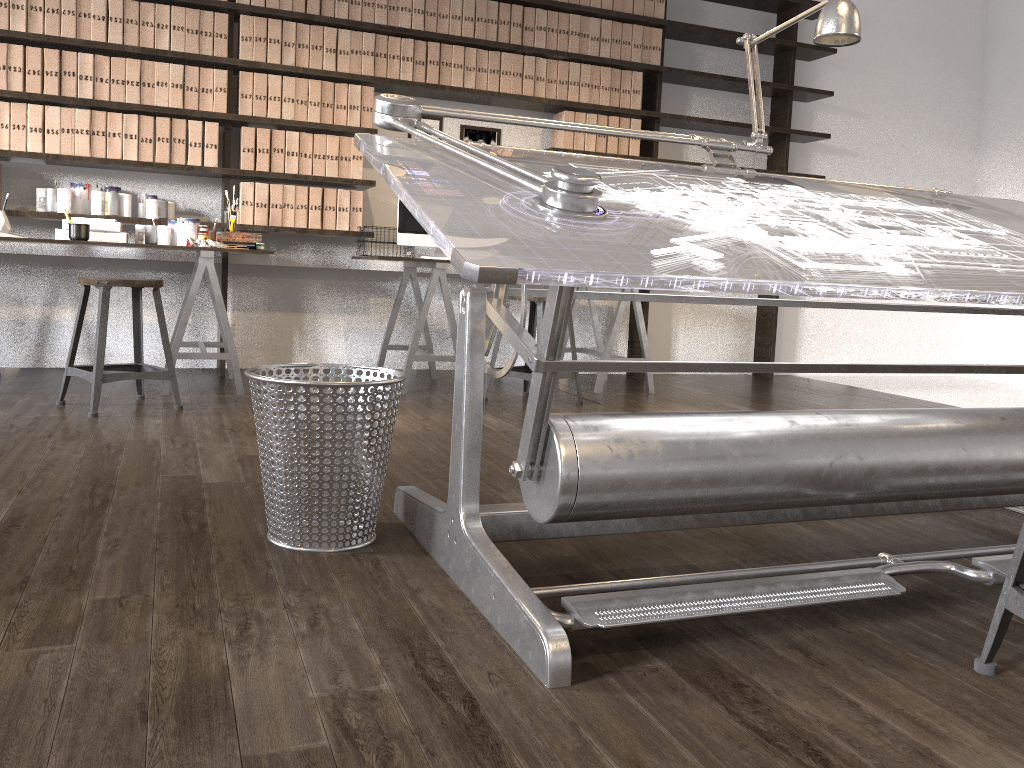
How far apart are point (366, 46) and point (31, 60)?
1.57m

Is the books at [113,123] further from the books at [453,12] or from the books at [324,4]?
the books at [453,12]

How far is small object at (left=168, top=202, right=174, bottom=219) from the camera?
4.5m

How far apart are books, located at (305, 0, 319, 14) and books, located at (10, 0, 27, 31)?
1.28m

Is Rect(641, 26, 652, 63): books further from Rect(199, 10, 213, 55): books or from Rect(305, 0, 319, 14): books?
Rect(199, 10, 213, 55): books

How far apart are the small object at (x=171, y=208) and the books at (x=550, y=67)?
2.1 meters

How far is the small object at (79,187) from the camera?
4.3m

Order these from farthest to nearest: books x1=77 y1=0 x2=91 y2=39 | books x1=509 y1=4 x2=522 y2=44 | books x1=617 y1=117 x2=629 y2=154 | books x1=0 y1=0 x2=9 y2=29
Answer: books x1=617 y1=117 x2=629 y2=154 < books x1=509 y1=4 x2=522 y2=44 < books x1=77 y1=0 x2=91 y2=39 < books x1=0 y1=0 x2=9 y2=29

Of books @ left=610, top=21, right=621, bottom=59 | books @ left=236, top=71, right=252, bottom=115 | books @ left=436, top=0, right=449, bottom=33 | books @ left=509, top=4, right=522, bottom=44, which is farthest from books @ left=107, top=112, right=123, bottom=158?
books @ left=610, top=21, right=621, bottom=59

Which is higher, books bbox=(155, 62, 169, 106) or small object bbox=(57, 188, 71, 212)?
books bbox=(155, 62, 169, 106)
